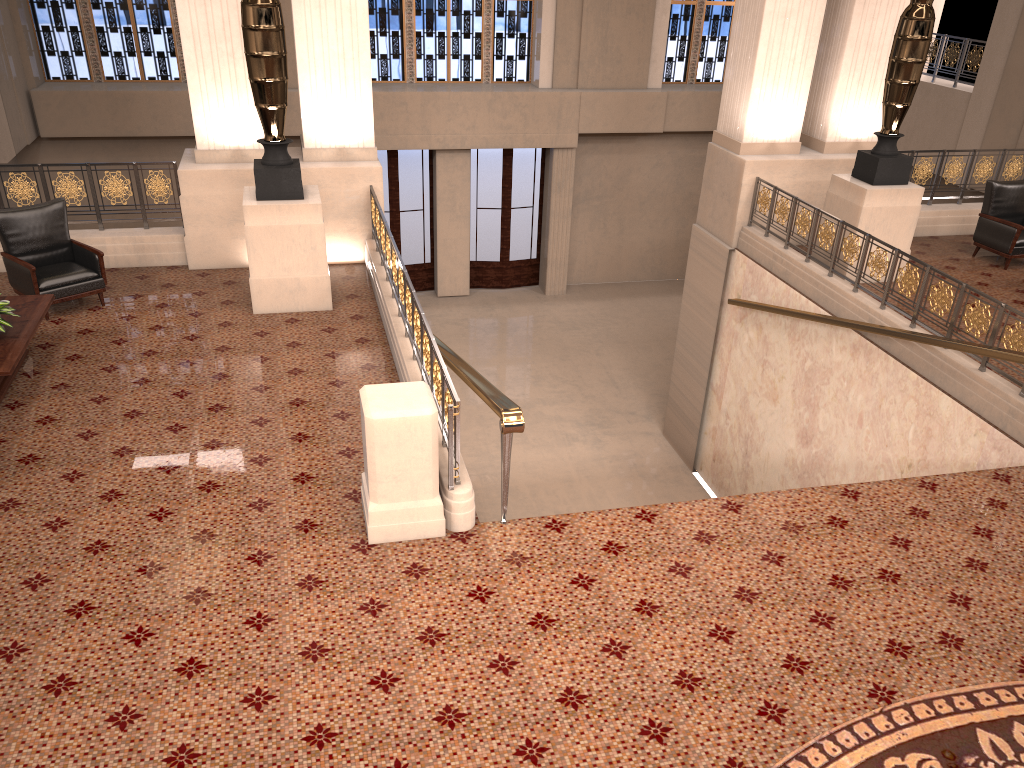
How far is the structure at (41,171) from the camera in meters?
8.7

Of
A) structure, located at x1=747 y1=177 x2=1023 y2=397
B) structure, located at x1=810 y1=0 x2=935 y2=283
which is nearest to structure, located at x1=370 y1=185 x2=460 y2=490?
structure, located at x1=747 y1=177 x2=1023 y2=397

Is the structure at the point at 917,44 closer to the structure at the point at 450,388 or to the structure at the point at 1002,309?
the structure at the point at 1002,309

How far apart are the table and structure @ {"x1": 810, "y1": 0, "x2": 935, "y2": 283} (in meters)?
7.56

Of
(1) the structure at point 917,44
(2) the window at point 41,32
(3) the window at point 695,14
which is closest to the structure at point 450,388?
(1) the structure at point 917,44

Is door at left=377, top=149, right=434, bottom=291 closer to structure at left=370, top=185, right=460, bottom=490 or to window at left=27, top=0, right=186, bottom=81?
window at left=27, top=0, right=186, bottom=81

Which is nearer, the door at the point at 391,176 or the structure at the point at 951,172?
the structure at the point at 951,172

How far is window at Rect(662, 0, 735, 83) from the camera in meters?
16.7 m

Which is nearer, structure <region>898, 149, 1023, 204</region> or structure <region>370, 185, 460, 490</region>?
structure <region>370, 185, 460, 490</region>

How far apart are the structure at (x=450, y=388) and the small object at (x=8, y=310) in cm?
279
